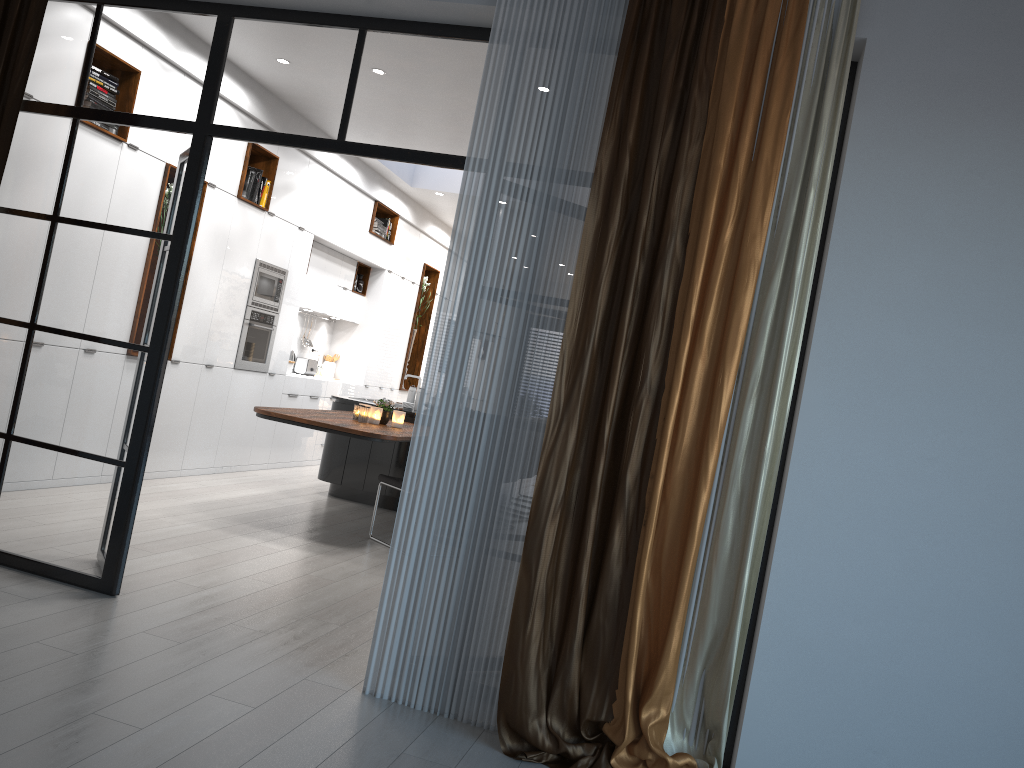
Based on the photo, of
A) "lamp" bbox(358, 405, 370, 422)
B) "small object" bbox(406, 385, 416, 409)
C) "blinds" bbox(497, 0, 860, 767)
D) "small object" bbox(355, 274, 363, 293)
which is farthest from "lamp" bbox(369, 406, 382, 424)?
"small object" bbox(355, 274, 363, 293)

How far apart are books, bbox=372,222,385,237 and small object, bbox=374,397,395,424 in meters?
4.0

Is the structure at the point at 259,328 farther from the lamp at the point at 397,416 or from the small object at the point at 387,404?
the lamp at the point at 397,416

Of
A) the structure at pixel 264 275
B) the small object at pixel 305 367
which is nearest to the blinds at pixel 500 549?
the structure at pixel 264 275

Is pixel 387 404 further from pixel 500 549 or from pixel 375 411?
pixel 500 549

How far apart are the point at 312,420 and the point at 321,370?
5.0 meters

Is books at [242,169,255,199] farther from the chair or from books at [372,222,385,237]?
the chair

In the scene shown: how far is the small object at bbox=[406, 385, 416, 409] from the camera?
8.1m

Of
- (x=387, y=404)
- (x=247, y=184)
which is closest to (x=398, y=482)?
(x=387, y=404)

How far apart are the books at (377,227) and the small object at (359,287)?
0.7m
